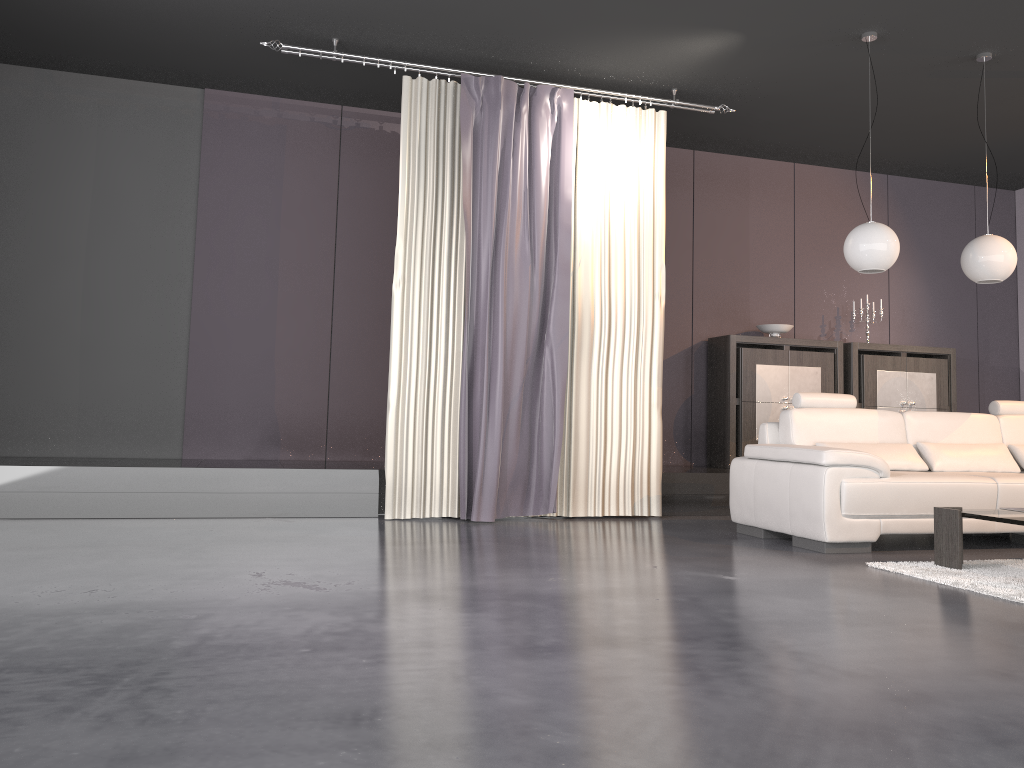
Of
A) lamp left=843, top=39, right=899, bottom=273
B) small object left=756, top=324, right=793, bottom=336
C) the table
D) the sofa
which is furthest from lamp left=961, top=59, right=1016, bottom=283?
small object left=756, top=324, right=793, bottom=336

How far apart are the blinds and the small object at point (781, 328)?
1.7 meters

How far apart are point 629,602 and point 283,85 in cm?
475

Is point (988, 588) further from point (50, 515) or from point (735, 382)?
point (50, 515)

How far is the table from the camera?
4.0 meters

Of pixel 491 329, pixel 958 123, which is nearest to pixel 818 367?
pixel 958 123

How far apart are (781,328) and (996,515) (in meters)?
3.55

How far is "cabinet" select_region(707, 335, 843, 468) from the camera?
7.14m

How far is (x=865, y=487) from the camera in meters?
4.6

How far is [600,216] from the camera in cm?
602
